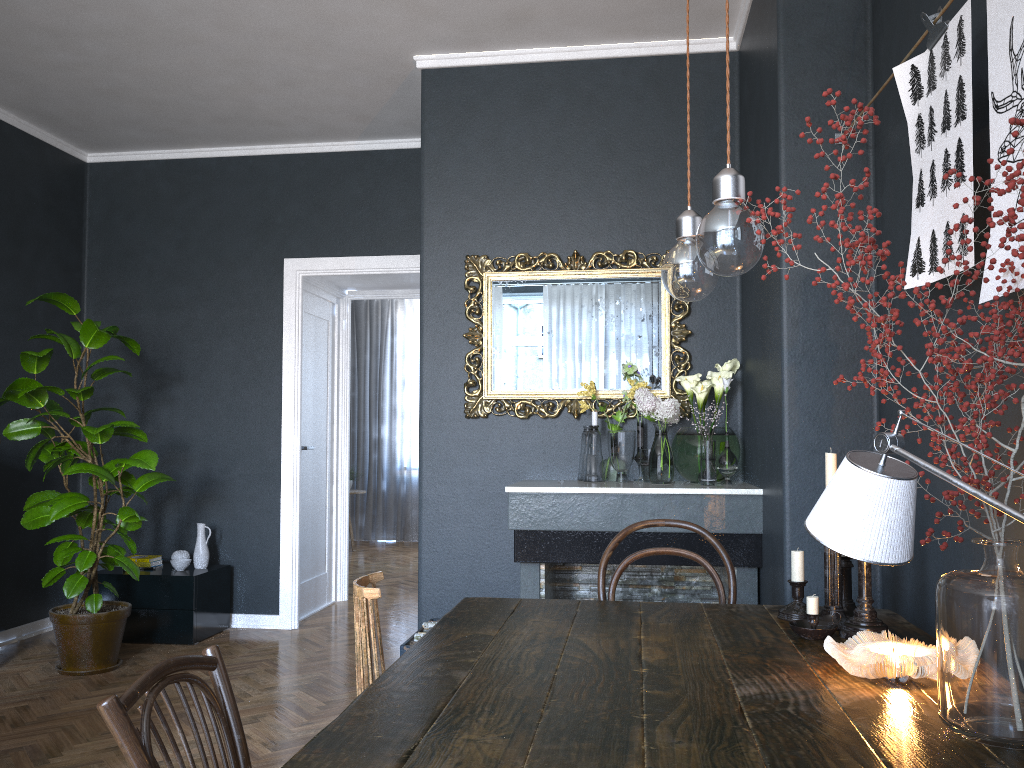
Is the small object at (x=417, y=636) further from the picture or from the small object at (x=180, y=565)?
the picture

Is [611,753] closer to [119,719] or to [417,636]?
[119,719]

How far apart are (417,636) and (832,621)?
2.18m

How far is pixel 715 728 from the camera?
1.3 meters

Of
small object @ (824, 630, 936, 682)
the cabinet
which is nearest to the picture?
small object @ (824, 630, 936, 682)

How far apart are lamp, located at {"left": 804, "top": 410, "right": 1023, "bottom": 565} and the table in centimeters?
40cm

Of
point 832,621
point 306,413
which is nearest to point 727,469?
point 832,621

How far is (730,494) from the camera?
3.4 meters

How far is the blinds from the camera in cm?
1003

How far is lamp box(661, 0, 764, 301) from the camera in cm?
140
